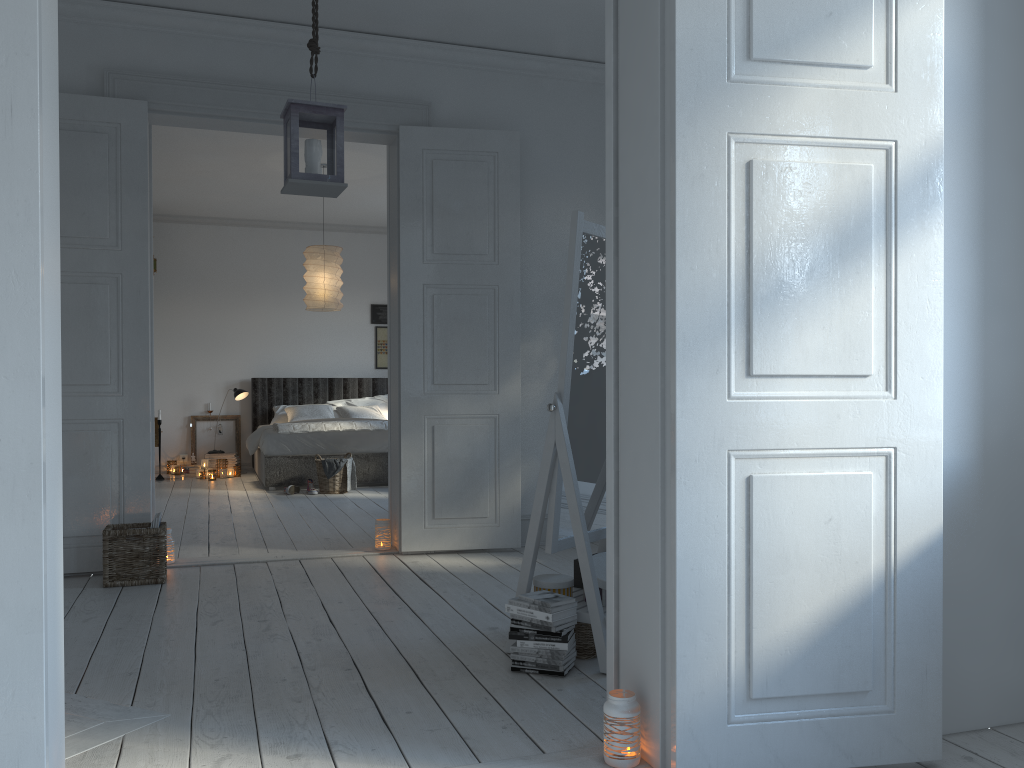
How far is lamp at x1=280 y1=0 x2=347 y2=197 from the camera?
3.4 meters

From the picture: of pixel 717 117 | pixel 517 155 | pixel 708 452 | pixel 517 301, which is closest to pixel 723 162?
pixel 717 117

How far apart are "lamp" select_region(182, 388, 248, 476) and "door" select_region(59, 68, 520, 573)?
4.70m

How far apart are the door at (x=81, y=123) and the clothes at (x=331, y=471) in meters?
2.7

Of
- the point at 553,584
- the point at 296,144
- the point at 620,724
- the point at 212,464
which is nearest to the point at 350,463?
the point at 212,464

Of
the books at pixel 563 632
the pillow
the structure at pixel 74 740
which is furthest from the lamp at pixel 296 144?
the pillow

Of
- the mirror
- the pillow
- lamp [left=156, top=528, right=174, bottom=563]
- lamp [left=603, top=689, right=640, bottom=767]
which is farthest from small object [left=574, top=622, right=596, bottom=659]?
the pillow

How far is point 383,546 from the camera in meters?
4.9

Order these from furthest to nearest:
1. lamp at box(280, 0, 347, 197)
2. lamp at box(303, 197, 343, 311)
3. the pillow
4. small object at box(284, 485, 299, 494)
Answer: the pillow < small object at box(284, 485, 299, 494) < lamp at box(303, 197, 343, 311) < lamp at box(280, 0, 347, 197)

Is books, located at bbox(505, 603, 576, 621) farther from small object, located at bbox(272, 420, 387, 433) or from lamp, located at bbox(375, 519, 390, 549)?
small object, located at bbox(272, 420, 387, 433)
